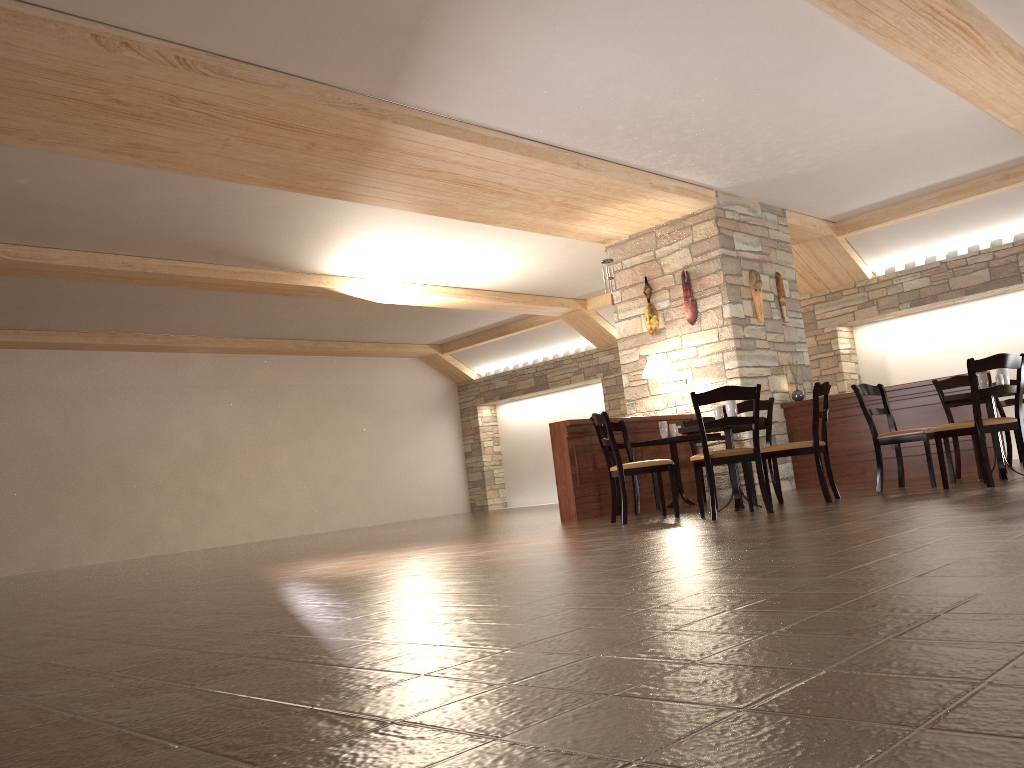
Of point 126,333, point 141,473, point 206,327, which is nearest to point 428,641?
point 206,327

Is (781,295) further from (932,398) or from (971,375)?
(971,375)

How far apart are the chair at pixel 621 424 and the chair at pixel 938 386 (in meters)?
2.63

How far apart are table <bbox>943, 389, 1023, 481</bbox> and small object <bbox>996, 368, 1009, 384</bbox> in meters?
0.2

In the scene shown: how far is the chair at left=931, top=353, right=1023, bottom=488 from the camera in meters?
5.8

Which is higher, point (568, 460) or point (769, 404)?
point (769, 404)

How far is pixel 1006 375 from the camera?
6.5m

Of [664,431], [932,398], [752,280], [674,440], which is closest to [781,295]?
[752,280]

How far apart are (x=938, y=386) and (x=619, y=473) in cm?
297

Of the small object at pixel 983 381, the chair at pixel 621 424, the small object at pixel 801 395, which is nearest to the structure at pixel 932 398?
the small object at pixel 801 395
